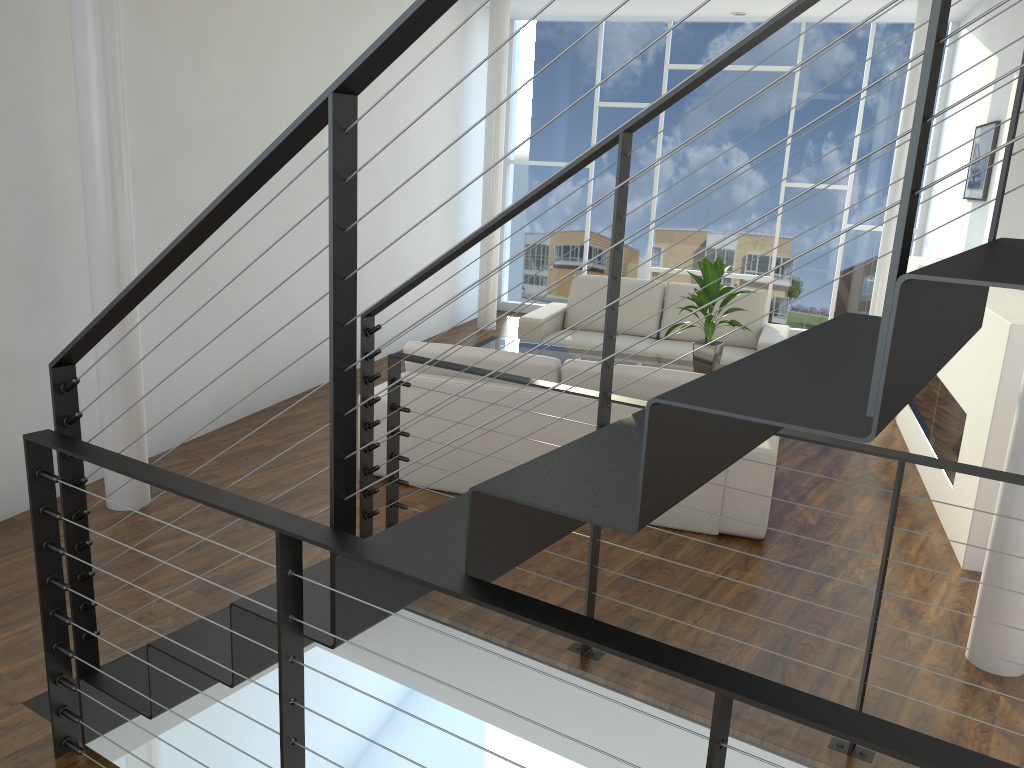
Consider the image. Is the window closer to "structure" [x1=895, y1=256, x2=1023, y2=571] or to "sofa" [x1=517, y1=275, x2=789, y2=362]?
"sofa" [x1=517, y1=275, x2=789, y2=362]

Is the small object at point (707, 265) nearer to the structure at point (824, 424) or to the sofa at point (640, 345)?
the sofa at point (640, 345)

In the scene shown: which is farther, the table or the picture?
the picture

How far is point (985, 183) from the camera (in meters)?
4.80

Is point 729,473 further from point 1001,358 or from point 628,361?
point 628,361

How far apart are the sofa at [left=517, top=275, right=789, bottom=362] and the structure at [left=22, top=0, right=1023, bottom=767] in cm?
293

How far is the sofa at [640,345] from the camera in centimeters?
539cm

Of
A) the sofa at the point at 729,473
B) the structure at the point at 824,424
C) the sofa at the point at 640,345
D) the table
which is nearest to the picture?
the sofa at the point at 640,345

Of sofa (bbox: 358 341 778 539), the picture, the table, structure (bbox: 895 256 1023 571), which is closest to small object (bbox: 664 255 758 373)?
the table

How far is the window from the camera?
6.81m
